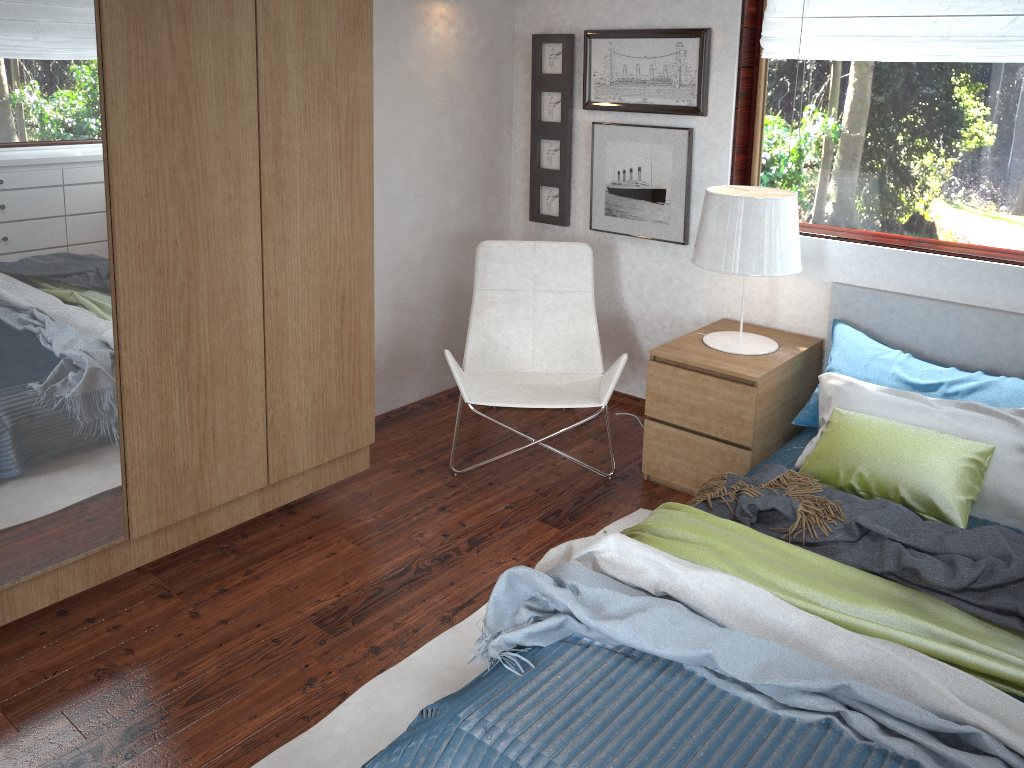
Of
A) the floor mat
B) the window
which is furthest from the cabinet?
the window

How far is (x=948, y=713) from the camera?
1.7m

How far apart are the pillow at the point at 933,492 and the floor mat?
0.63m

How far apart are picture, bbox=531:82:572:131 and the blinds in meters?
0.9

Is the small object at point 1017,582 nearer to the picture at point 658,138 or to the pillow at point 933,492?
the pillow at point 933,492

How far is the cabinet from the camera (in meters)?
2.09

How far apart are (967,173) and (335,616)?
2.6 meters

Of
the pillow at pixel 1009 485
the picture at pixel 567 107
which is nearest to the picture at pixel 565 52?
the picture at pixel 567 107

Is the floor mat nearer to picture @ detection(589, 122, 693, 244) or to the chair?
the chair

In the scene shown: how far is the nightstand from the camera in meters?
3.1 m
